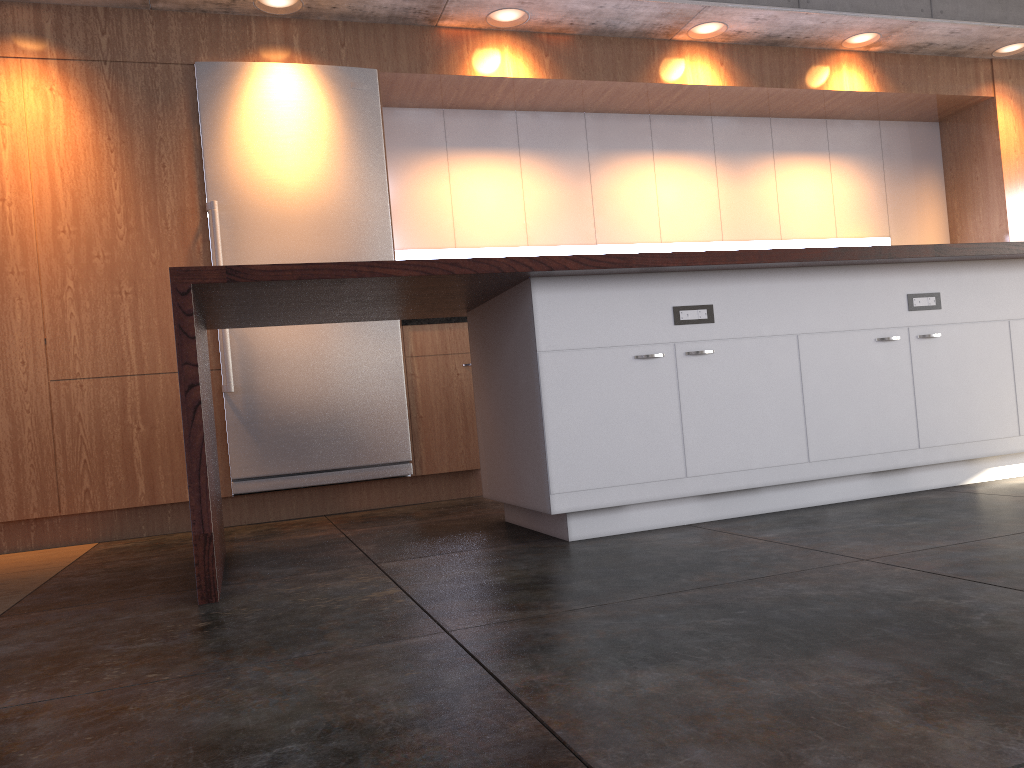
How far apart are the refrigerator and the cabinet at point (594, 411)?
1.2m

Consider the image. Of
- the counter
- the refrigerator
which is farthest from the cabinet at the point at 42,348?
the counter

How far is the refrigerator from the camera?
4.7 meters

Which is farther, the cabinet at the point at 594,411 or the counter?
the cabinet at the point at 594,411

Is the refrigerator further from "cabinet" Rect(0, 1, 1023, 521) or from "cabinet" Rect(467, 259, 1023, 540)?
"cabinet" Rect(467, 259, 1023, 540)

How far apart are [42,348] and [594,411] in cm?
301

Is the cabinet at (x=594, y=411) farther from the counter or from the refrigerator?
the refrigerator

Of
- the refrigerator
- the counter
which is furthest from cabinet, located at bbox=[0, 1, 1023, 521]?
the counter

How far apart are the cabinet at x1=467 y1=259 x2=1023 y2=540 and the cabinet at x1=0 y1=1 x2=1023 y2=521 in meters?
1.3

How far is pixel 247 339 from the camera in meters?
4.7 m
